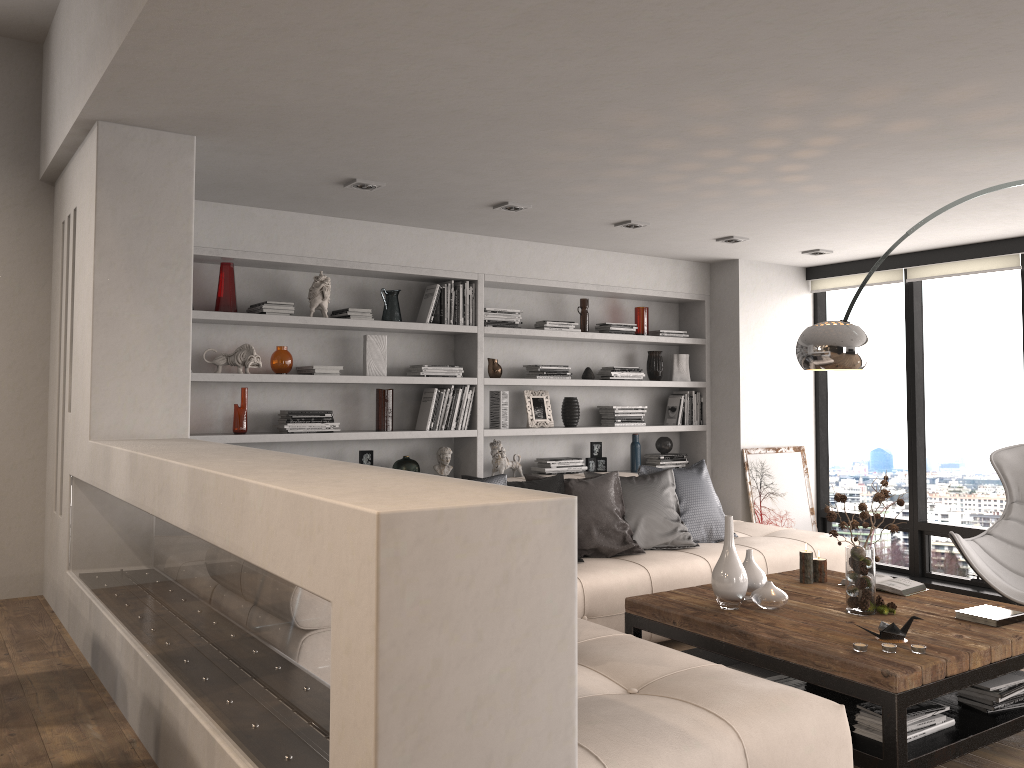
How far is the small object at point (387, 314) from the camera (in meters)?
5.56

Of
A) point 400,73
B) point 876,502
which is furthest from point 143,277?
point 876,502

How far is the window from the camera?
6.2m

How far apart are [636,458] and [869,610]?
3.0m

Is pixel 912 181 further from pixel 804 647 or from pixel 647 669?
pixel 647 669

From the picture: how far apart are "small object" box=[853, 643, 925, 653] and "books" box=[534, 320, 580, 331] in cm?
340

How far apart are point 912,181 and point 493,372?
2.8m

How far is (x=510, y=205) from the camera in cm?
486

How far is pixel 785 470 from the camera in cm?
699

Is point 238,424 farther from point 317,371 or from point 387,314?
point 387,314
